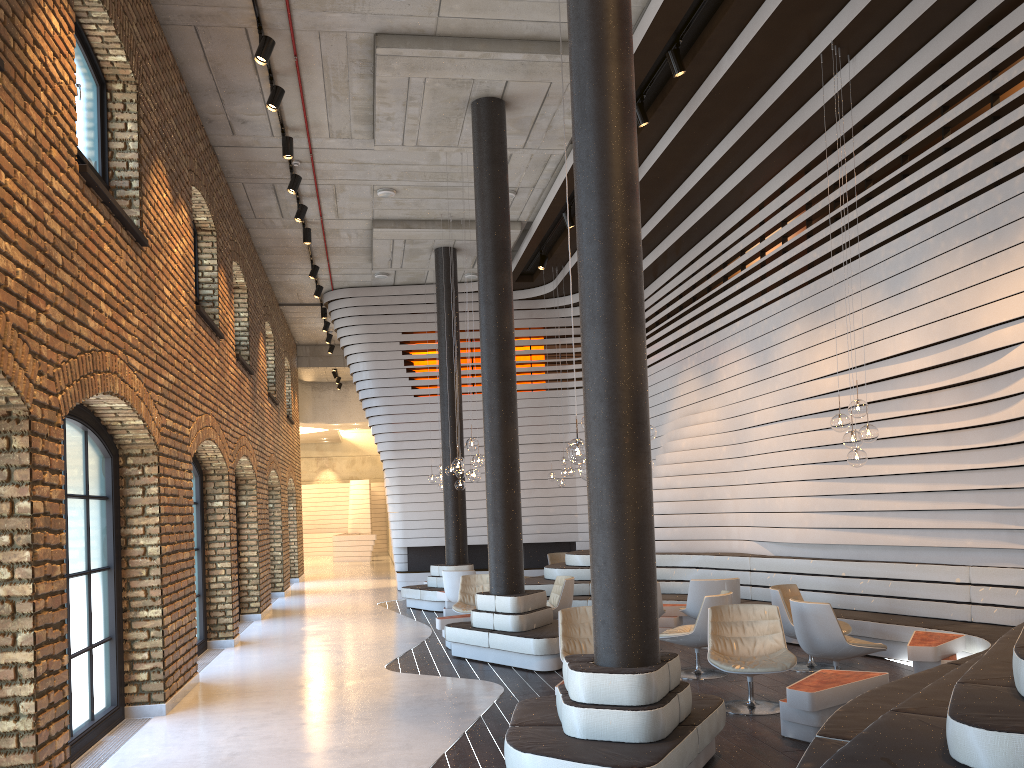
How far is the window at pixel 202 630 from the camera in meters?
10.7 m

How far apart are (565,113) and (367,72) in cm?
233

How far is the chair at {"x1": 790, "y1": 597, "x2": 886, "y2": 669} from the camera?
6.9 meters

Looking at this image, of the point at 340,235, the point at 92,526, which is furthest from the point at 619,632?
the point at 340,235

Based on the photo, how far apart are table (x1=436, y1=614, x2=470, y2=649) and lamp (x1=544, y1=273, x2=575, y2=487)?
5.87m

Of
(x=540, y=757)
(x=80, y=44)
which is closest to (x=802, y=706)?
(x=540, y=757)

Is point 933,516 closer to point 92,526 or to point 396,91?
point 396,91

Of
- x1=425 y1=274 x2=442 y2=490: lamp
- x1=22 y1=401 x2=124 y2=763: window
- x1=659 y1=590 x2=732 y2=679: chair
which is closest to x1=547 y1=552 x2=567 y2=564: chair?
x1=425 y1=274 x2=442 y2=490: lamp

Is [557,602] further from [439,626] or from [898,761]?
[898,761]

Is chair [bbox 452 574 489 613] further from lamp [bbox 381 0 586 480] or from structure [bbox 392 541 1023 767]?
lamp [bbox 381 0 586 480]
